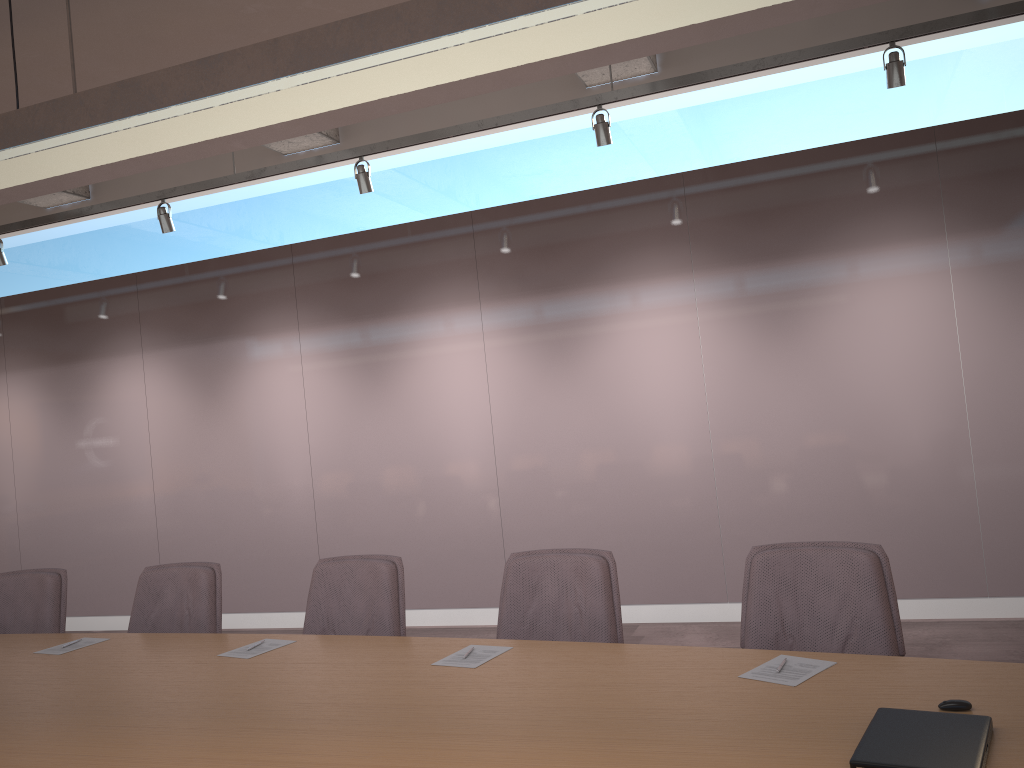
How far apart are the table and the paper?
0.0m

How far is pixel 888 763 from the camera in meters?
1.7

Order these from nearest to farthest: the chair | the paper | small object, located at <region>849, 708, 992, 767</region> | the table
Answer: small object, located at <region>849, 708, 992, 767</region>, the table, the paper, the chair

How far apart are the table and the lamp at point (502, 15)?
1.6 meters

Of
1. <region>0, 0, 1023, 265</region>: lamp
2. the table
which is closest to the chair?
the table

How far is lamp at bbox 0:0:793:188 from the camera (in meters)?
2.08

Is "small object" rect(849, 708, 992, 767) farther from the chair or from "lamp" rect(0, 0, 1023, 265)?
"lamp" rect(0, 0, 1023, 265)

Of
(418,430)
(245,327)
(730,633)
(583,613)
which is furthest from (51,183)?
(730,633)

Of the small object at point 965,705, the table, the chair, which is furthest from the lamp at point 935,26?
the small object at point 965,705

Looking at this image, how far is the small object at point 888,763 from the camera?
1.7 meters
